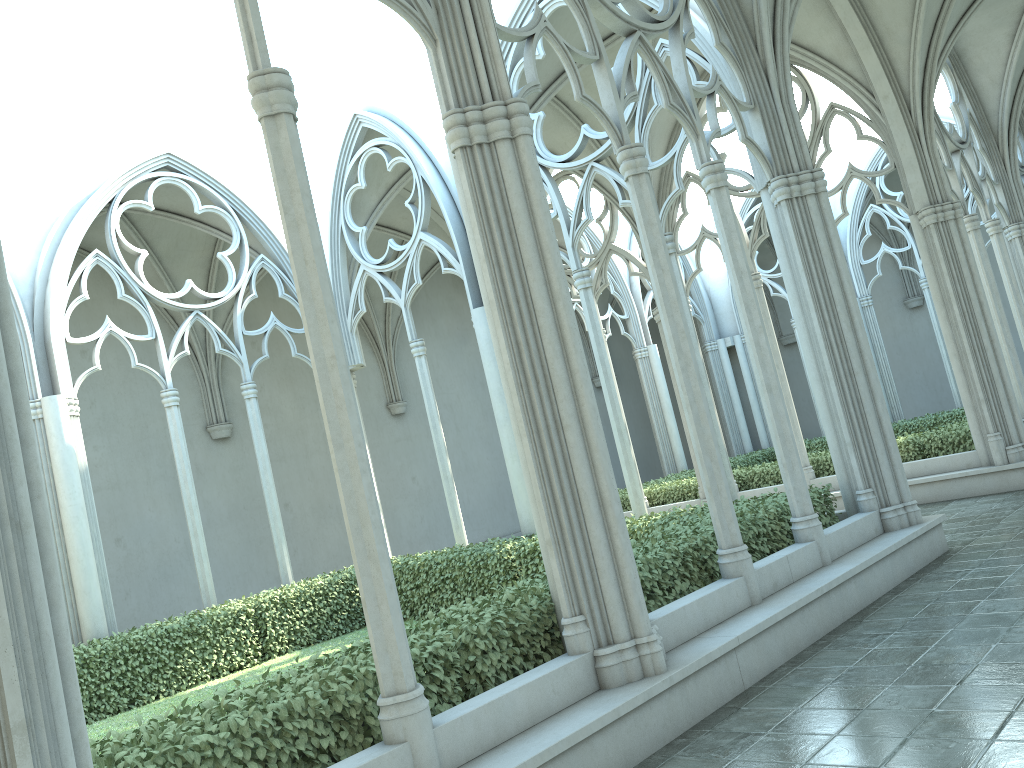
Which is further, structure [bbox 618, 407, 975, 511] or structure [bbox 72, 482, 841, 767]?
structure [bbox 618, 407, 975, 511]

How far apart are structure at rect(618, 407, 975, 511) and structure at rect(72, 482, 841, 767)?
5.19m

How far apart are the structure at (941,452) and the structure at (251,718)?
5.2m

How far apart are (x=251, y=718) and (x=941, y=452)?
11.8 meters

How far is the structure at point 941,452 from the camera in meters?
13.2

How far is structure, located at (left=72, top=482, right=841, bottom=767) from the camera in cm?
421

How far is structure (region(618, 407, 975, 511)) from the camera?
13.23m
